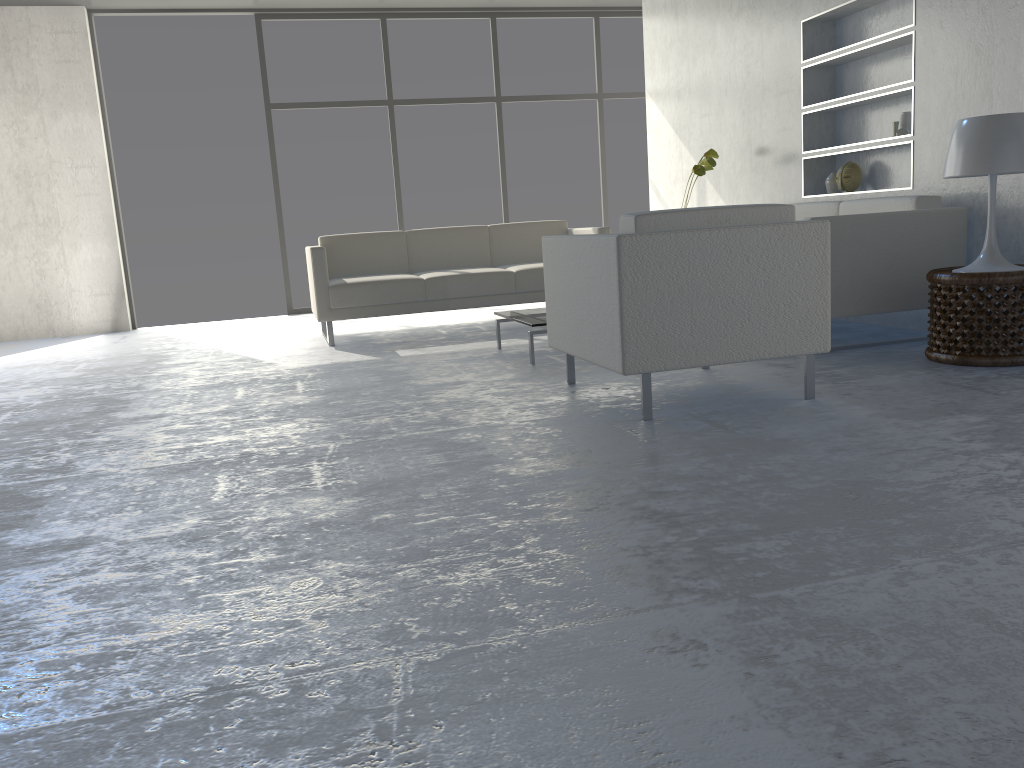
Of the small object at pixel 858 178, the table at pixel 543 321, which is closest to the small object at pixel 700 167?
the small object at pixel 858 178

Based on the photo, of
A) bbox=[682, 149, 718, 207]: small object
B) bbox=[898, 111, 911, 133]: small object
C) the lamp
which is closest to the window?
bbox=[682, 149, 718, 207]: small object

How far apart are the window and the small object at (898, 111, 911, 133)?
4.0m

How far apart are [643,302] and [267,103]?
5.6 meters

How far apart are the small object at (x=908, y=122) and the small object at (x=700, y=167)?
1.34m

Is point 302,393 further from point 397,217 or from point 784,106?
point 397,217

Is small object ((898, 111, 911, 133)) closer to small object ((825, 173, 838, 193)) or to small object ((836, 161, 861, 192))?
small object ((836, 161, 861, 192))

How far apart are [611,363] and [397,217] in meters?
5.3 m

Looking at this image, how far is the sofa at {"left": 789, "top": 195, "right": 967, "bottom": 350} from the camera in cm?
383

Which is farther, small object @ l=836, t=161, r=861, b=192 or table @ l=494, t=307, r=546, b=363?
small object @ l=836, t=161, r=861, b=192
